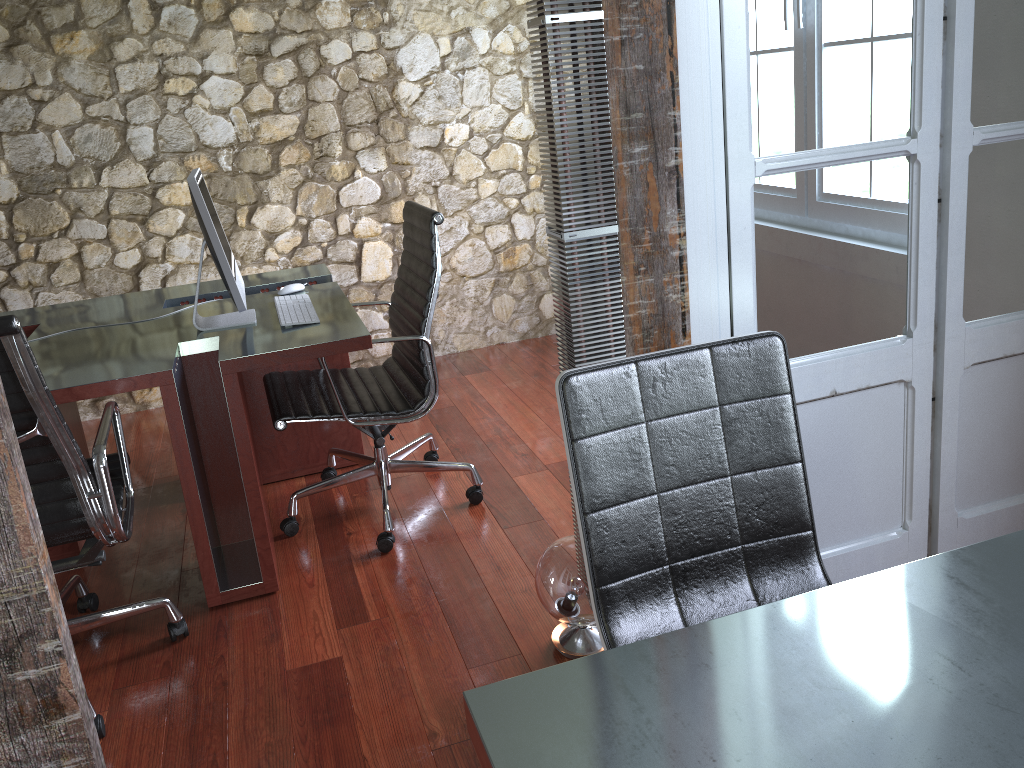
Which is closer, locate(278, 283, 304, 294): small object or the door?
the door

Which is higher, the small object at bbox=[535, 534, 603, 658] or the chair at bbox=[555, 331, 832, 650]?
the chair at bbox=[555, 331, 832, 650]

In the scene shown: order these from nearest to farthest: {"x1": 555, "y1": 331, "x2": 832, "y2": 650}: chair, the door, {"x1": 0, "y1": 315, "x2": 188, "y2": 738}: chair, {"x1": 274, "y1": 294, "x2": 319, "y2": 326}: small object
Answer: {"x1": 555, "y1": 331, "x2": 832, "y2": 650}: chair, the door, {"x1": 0, "y1": 315, "x2": 188, "y2": 738}: chair, {"x1": 274, "y1": 294, "x2": 319, "y2": 326}: small object

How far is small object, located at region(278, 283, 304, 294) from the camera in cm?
317

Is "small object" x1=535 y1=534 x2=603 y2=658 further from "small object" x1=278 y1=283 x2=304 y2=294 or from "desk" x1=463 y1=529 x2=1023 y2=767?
"small object" x1=278 y1=283 x2=304 y2=294

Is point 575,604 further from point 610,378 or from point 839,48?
point 839,48

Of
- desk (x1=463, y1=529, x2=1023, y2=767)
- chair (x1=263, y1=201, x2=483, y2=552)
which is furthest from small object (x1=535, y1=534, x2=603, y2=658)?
desk (x1=463, y1=529, x2=1023, y2=767)

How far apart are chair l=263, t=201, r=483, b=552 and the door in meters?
1.1 m

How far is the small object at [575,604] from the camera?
2.13m

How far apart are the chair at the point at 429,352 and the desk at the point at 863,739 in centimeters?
167cm
